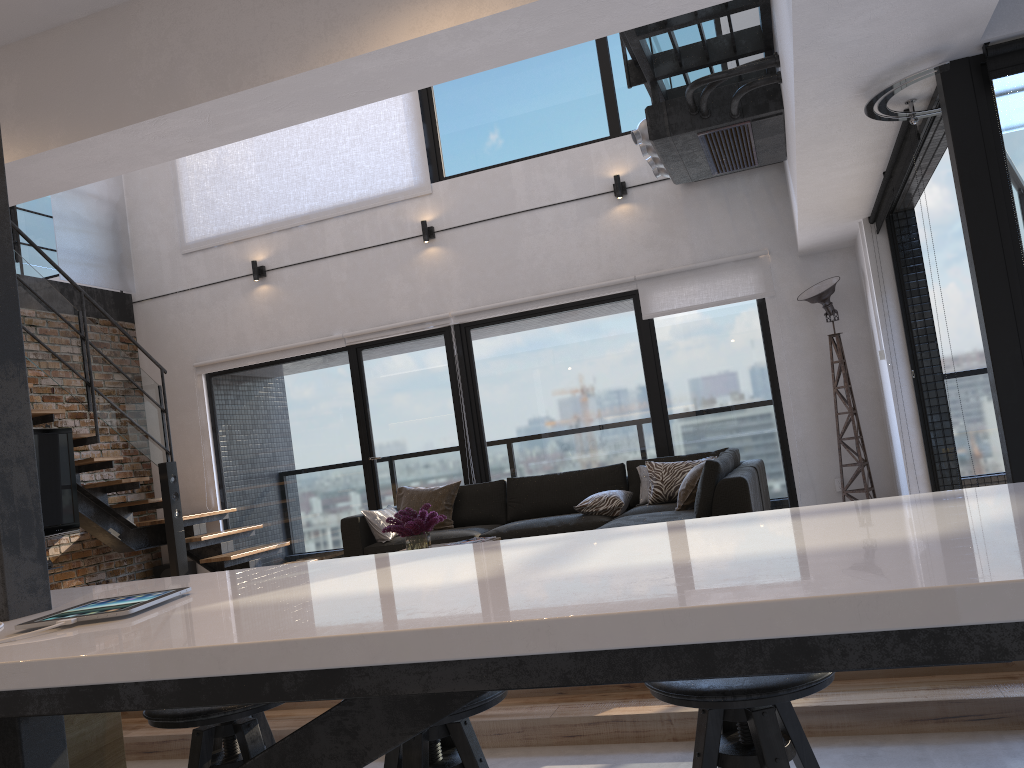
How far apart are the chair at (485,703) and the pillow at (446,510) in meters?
5.0 m

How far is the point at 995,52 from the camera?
3.1m

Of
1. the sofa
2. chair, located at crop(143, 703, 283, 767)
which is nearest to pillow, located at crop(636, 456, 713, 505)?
the sofa

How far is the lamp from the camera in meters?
6.3

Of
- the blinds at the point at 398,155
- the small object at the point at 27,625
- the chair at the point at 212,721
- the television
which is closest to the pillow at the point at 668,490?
the blinds at the point at 398,155

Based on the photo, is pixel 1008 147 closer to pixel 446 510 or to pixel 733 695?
pixel 733 695

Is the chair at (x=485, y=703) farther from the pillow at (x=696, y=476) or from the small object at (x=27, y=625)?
the pillow at (x=696, y=476)

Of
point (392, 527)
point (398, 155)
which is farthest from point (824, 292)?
point (398, 155)

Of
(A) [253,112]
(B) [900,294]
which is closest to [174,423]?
→ (A) [253,112]

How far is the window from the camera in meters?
3.2 m
